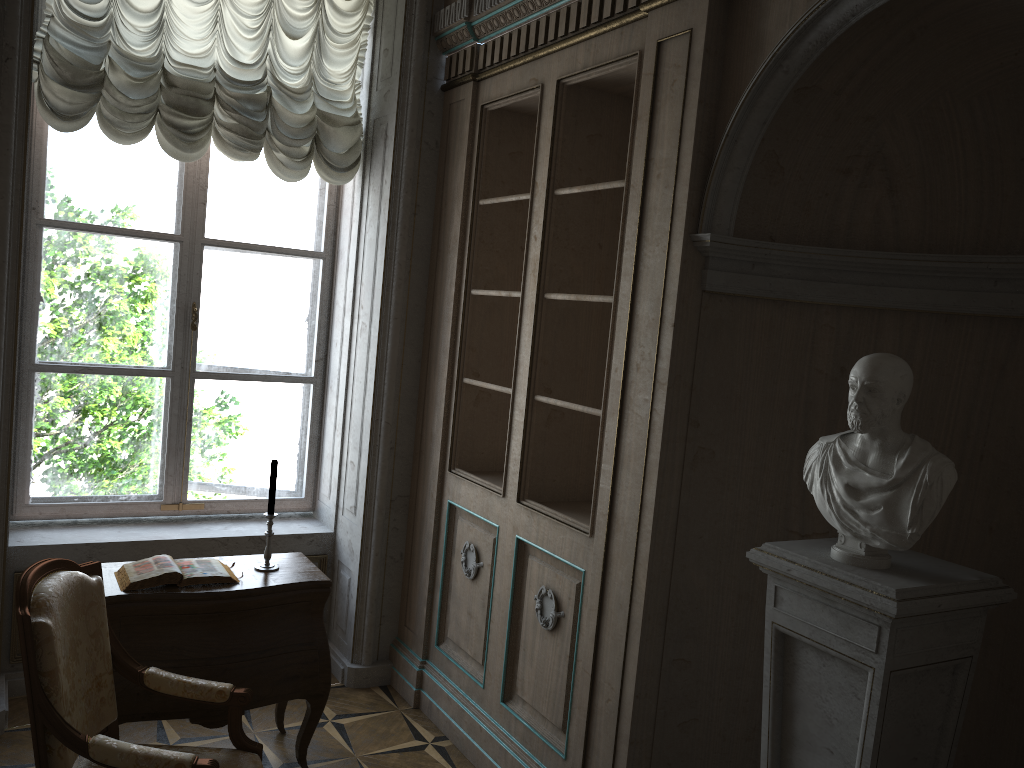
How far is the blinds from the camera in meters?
3.7

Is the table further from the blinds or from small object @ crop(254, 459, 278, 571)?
the blinds

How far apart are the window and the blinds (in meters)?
0.29

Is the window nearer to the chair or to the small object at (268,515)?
the small object at (268,515)

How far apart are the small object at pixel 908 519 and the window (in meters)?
3.02

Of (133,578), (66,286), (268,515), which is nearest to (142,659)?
(133,578)

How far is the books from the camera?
3.1 meters

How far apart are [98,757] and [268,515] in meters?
1.2

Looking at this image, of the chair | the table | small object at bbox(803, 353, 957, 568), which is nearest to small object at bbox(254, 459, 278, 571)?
the table

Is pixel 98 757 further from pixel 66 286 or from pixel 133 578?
pixel 66 286
